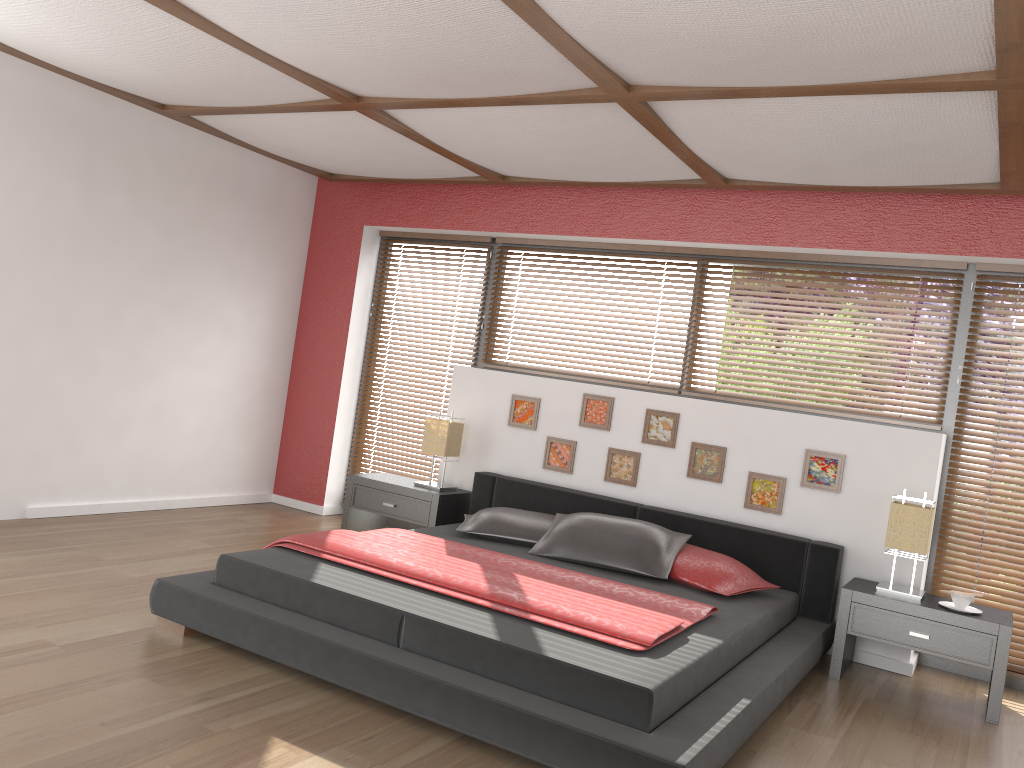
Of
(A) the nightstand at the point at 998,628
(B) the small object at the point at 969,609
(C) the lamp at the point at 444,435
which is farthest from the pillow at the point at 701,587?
(C) the lamp at the point at 444,435

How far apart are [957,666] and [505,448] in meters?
2.7 m

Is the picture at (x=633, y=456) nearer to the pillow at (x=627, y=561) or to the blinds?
the pillow at (x=627, y=561)

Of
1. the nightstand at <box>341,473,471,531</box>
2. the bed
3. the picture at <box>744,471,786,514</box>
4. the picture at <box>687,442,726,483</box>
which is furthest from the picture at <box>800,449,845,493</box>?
the nightstand at <box>341,473,471,531</box>

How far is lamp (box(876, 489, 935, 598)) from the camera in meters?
4.1

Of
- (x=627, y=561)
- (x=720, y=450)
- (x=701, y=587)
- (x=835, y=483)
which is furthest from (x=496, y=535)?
(x=835, y=483)

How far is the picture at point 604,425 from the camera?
5.2 meters

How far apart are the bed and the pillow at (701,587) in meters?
0.0 m

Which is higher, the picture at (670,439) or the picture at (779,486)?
the picture at (670,439)

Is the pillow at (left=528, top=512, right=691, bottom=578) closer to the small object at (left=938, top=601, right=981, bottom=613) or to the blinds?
the small object at (left=938, top=601, right=981, bottom=613)
